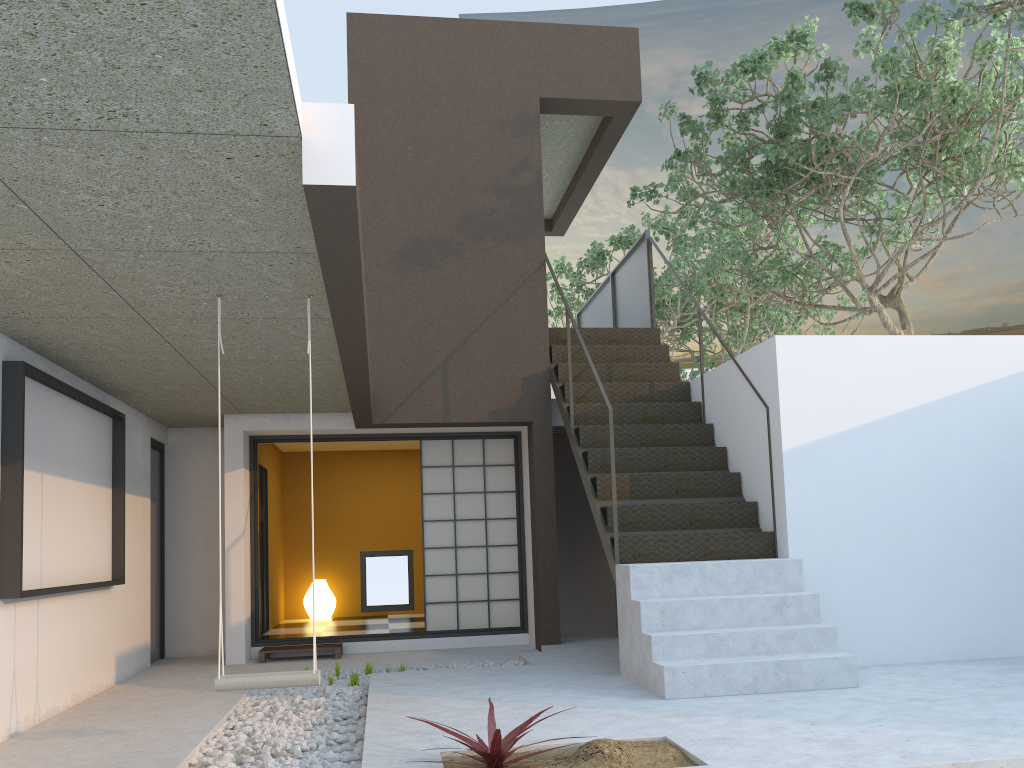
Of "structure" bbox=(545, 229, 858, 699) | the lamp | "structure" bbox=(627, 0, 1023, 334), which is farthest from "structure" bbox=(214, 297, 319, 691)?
the lamp

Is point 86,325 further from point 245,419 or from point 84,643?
point 245,419

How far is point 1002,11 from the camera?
7.4 meters

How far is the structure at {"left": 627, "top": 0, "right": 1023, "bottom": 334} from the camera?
7.4 meters

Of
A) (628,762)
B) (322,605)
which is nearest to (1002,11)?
(628,762)

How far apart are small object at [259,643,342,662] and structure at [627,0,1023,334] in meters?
5.0

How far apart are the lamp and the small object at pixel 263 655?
2.5m

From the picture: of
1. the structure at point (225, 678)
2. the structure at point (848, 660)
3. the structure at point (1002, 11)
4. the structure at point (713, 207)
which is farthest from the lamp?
the structure at point (225, 678)

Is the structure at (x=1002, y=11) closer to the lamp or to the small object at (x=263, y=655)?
the small object at (x=263, y=655)

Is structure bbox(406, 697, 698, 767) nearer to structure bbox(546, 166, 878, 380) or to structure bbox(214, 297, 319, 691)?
structure bbox(214, 297, 319, 691)
